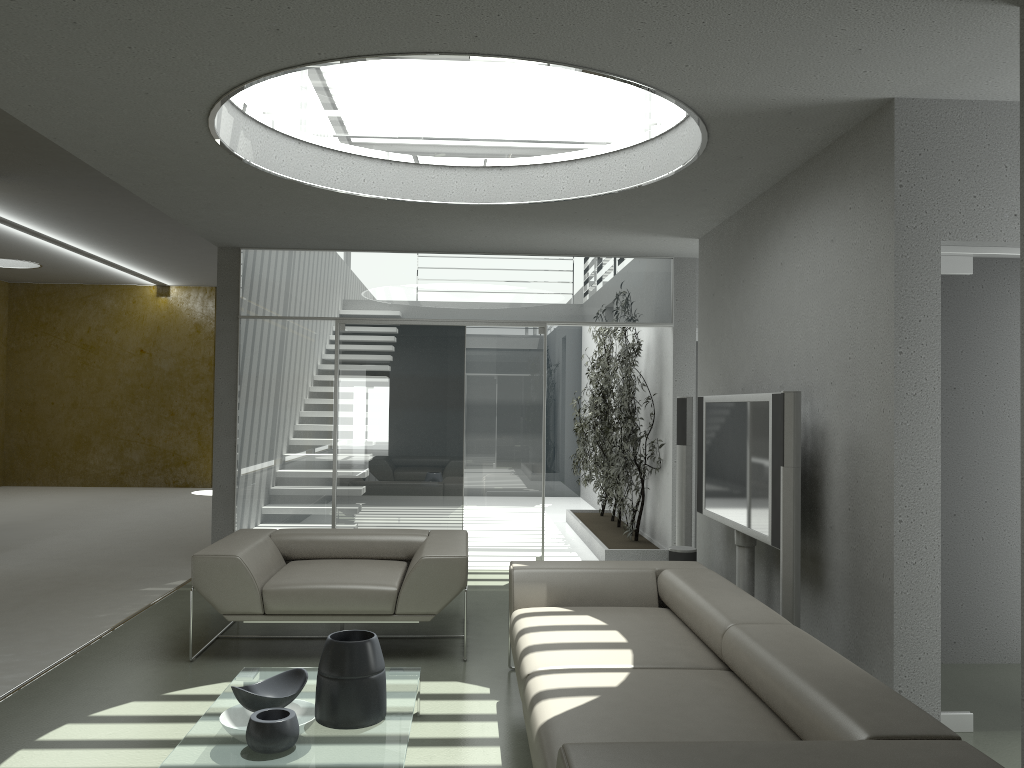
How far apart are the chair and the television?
1.6 meters

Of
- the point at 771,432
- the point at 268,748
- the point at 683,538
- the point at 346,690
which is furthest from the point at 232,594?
the point at 683,538

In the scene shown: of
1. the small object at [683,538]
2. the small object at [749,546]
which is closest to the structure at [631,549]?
the small object at [683,538]

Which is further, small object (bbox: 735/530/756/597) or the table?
small object (bbox: 735/530/756/597)

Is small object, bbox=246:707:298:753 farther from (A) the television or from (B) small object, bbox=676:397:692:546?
(B) small object, bbox=676:397:692:546

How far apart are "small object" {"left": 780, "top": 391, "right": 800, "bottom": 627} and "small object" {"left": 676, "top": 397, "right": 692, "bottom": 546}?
2.2 meters

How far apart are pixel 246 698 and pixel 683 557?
3.3 meters

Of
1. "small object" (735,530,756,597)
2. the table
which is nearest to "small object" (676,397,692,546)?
"small object" (735,530,756,597)

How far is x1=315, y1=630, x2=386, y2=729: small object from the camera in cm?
321

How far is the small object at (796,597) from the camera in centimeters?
398cm
